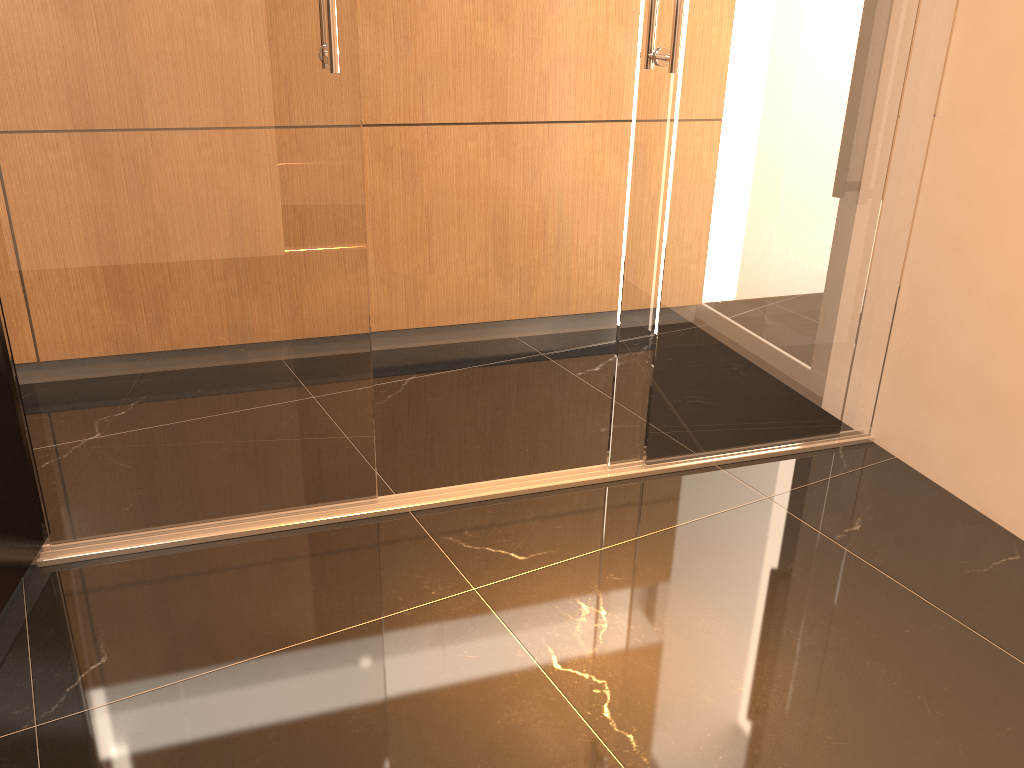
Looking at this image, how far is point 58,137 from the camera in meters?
2.0 m

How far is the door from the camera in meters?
2.0

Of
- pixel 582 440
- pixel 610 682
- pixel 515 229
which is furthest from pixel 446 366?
pixel 610 682

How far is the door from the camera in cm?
198
